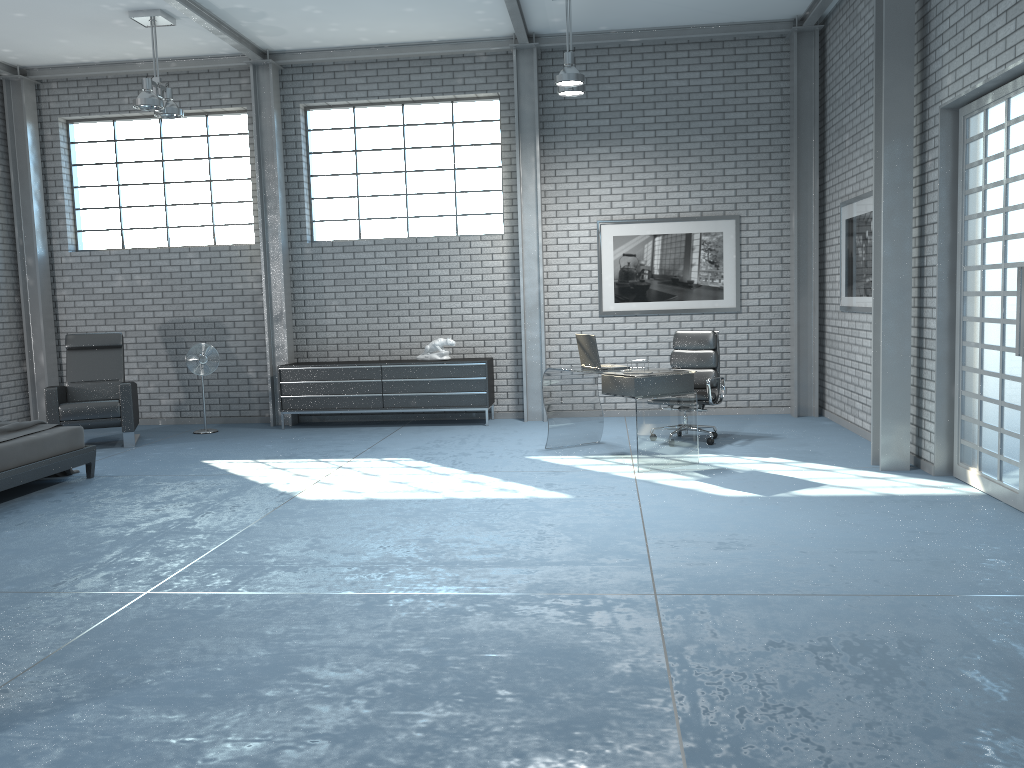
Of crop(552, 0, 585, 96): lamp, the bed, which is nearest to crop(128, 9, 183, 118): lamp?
the bed

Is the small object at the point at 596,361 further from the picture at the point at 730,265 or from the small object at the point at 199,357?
the small object at the point at 199,357

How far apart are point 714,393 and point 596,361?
1.4m

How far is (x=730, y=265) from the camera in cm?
934

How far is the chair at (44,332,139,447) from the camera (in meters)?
8.35

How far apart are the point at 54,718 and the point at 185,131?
8.5m

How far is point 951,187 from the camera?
5.93m

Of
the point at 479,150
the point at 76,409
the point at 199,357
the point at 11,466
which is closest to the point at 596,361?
the point at 479,150

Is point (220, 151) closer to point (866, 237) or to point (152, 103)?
point (152, 103)

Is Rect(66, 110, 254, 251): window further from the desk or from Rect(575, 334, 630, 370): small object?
Rect(575, 334, 630, 370): small object
